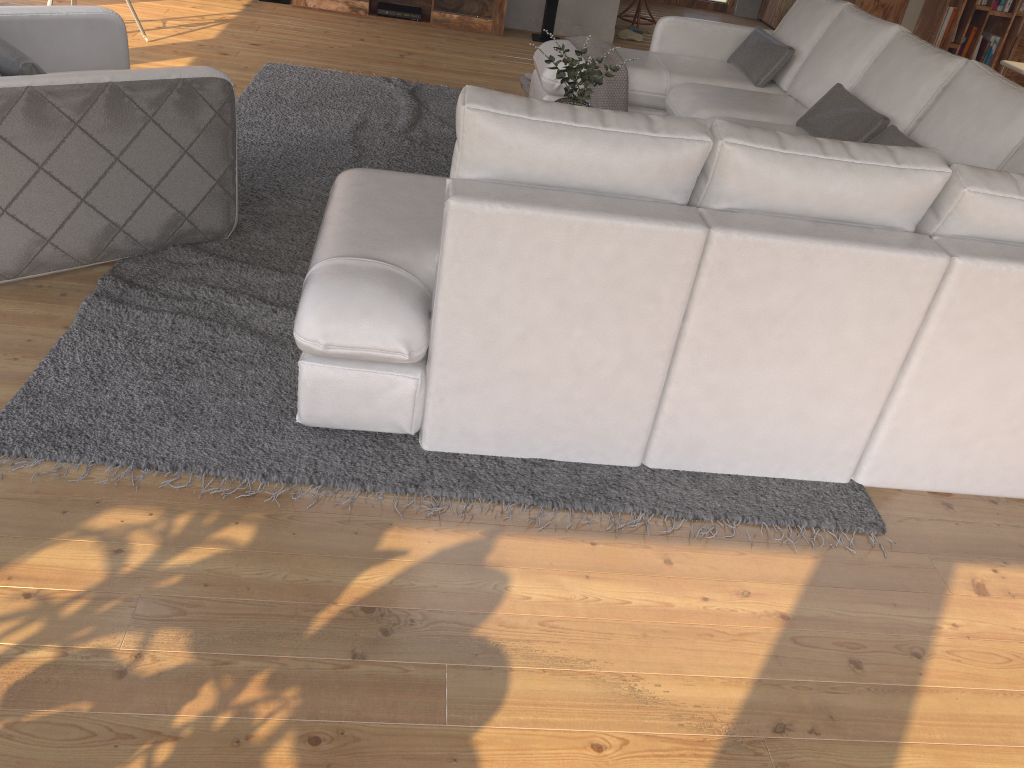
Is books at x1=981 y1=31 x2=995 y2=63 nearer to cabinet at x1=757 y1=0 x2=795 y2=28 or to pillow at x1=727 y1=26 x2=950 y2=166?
Result: cabinet at x1=757 y1=0 x2=795 y2=28

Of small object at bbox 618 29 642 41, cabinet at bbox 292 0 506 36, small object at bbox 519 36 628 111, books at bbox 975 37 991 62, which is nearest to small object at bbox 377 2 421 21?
cabinet at bbox 292 0 506 36

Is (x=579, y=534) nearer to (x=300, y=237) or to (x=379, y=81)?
(x=300, y=237)

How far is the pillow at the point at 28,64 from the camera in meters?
2.8 m

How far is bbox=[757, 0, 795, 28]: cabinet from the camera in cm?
942

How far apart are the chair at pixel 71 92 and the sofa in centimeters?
54cm

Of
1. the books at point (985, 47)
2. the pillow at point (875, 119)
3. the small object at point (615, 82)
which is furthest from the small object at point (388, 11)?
the books at point (985, 47)

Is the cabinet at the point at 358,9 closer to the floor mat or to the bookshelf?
the floor mat

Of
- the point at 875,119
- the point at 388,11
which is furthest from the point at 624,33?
the point at 875,119

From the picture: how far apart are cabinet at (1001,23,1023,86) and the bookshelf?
1.98m
